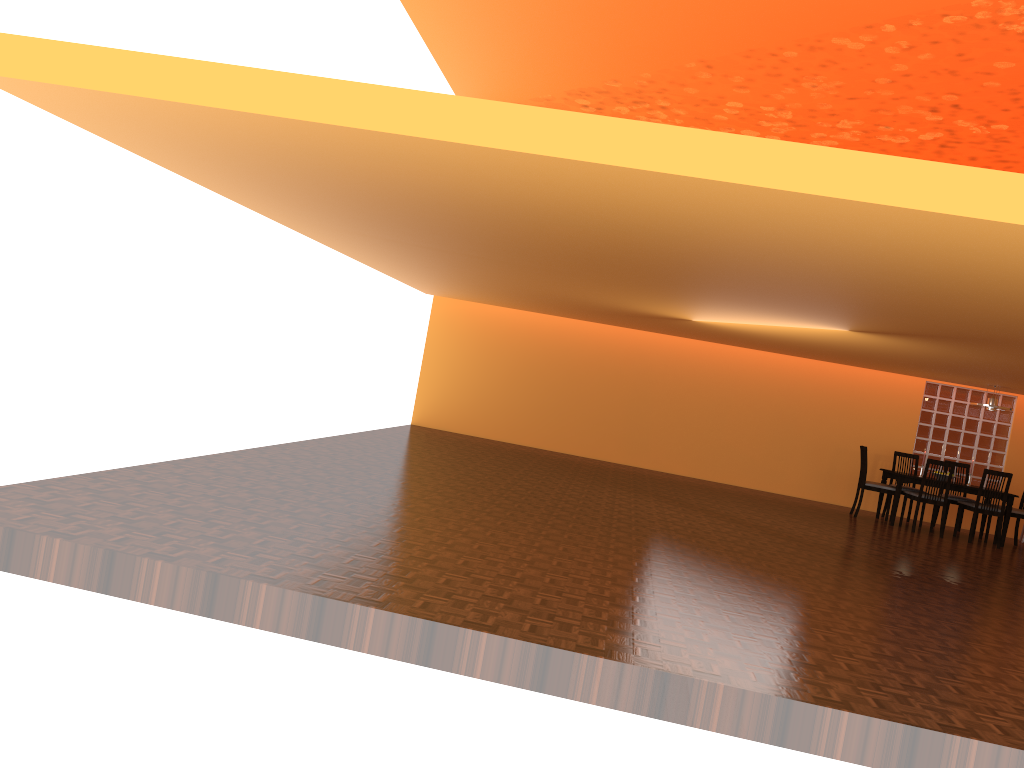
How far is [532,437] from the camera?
11.6 meters

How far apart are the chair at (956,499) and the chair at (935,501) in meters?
0.7

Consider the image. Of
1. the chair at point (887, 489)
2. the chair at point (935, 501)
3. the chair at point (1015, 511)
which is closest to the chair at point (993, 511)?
the chair at point (935, 501)

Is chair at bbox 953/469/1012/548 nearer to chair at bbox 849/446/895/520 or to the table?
the table

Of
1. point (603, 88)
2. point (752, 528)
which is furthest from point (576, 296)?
point (603, 88)

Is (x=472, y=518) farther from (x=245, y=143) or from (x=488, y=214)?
(x=245, y=143)

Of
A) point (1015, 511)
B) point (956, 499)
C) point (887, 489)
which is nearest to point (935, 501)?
A: point (887, 489)

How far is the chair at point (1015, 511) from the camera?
9.6 meters

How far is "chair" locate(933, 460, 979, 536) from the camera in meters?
10.0 m

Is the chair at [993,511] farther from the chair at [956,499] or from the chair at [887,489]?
the chair at [887,489]
